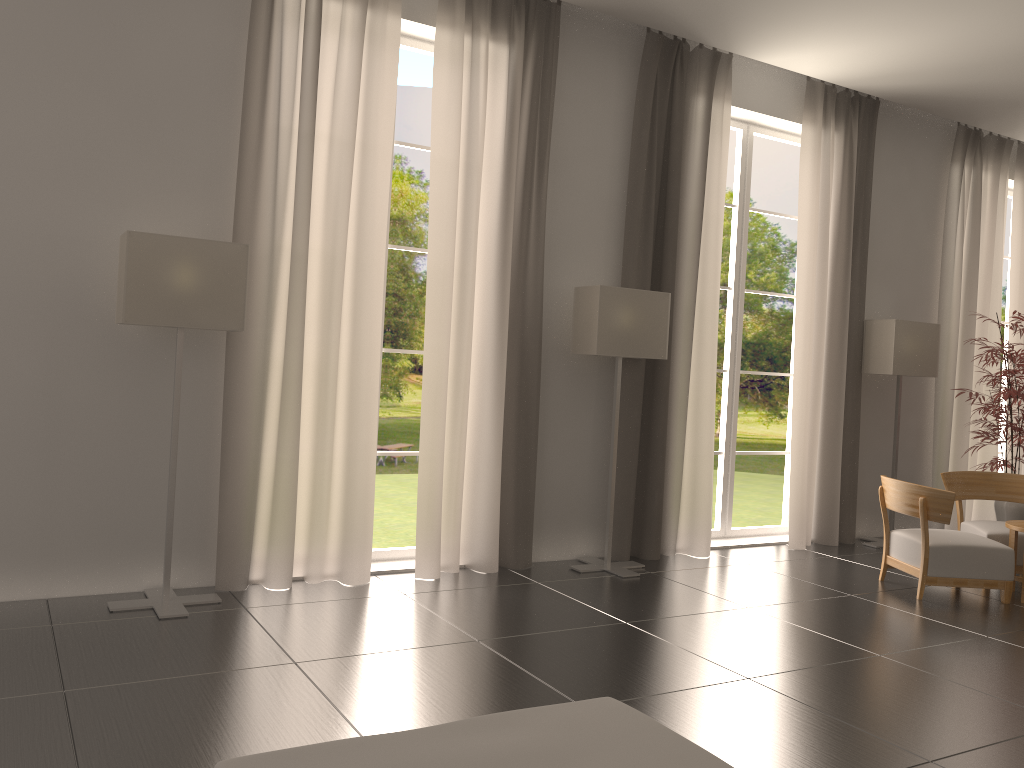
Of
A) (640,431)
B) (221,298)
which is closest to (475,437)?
(640,431)

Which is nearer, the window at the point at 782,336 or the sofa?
the sofa

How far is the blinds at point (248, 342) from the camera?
8.3 meters

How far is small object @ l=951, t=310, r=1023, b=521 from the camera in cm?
1188

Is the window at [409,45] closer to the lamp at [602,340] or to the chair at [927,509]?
the lamp at [602,340]

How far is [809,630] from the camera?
8.1m

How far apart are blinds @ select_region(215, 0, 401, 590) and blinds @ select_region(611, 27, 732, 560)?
3.1m

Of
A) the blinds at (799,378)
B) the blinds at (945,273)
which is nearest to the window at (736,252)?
the blinds at (799,378)

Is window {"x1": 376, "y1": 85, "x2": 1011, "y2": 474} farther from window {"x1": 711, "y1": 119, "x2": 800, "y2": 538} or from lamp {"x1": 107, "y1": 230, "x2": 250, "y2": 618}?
lamp {"x1": 107, "y1": 230, "x2": 250, "y2": 618}

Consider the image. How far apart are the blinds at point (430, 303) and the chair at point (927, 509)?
4.0 meters
